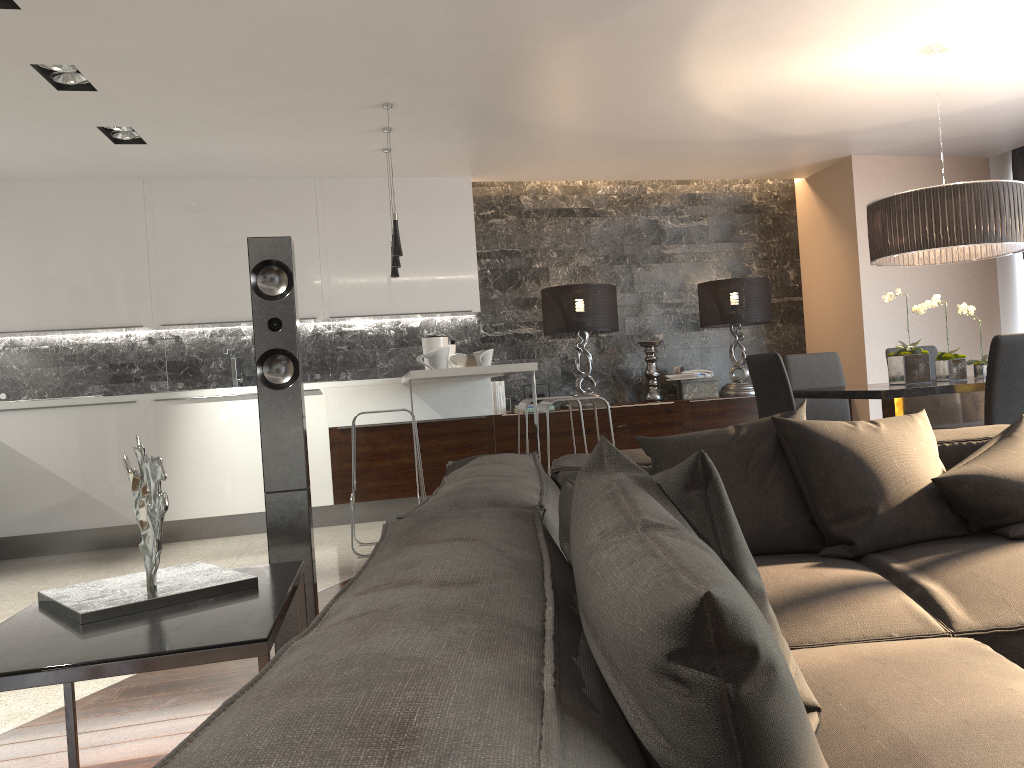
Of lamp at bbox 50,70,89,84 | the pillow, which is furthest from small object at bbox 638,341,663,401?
the pillow

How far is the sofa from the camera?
0.6 meters

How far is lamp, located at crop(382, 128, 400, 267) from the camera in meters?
5.4 m

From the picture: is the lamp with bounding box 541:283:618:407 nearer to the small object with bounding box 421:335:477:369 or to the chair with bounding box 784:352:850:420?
the small object with bounding box 421:335:477:369

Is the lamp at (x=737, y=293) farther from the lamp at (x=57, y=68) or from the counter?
the lamp at (x=57, y=68)

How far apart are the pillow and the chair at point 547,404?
2.4m

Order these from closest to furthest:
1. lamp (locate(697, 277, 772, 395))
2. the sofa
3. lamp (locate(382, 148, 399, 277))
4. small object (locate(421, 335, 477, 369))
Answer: the sofa → lamp (locate(382, 148, 399, 277)) → small object (locate(421, 335, 477, 369)) → lamp (locate(697, 277, 772, 395))

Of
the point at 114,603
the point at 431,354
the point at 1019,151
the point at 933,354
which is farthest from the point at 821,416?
the point at 114,603

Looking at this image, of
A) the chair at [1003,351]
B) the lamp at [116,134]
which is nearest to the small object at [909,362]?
the chair at [1003,351]

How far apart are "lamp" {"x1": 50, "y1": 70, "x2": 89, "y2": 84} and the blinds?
6.67m
